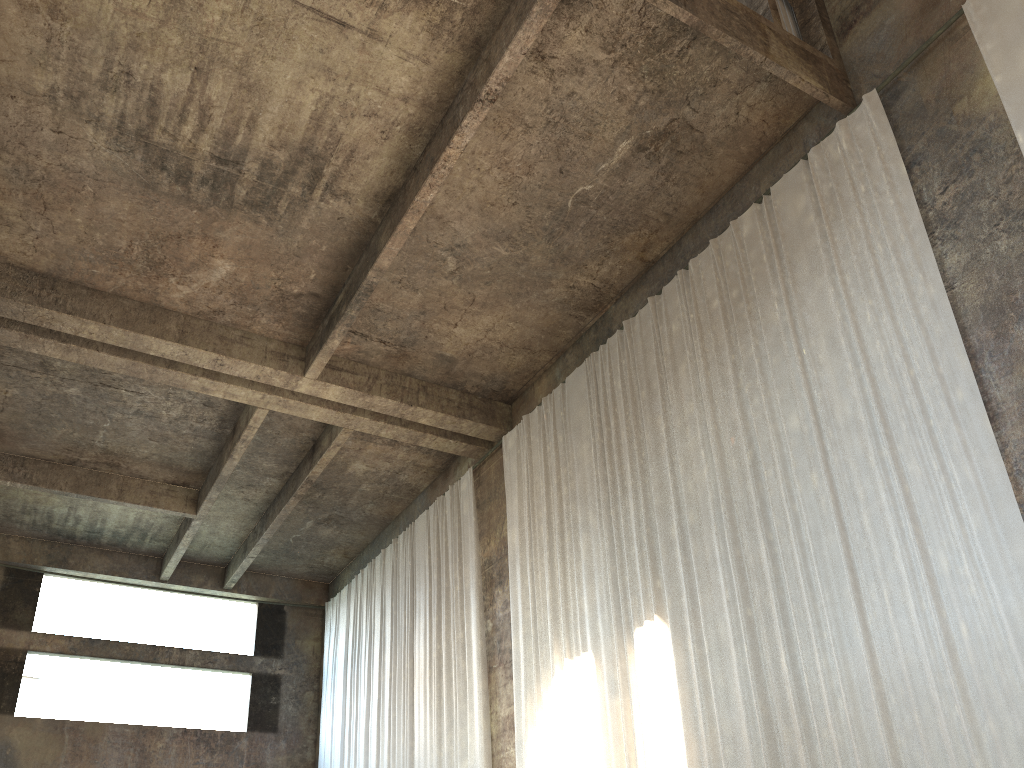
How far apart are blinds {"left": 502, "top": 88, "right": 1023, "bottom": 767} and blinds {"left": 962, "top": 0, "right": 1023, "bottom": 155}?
1.1 meters

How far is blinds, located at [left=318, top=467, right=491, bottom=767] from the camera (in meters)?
13.84

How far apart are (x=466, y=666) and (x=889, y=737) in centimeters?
792cm

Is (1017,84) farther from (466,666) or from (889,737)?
(466,666)

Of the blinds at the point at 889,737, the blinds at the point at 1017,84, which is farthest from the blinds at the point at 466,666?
the blinds at the point at 1017,84

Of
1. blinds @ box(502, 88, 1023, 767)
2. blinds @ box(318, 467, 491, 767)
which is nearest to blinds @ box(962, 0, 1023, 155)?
blinds @ box(502, 88, 1023, 767)

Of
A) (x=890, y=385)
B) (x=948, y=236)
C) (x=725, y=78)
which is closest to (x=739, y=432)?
(x=890, y=385)

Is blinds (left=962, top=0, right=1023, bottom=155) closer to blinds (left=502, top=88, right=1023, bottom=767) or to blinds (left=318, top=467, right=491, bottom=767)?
blinds (left=502, top=88, right=1023, bottom=767)

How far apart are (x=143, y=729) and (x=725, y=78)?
16.8 meters

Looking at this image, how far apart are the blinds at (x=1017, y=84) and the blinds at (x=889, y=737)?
1.07m
